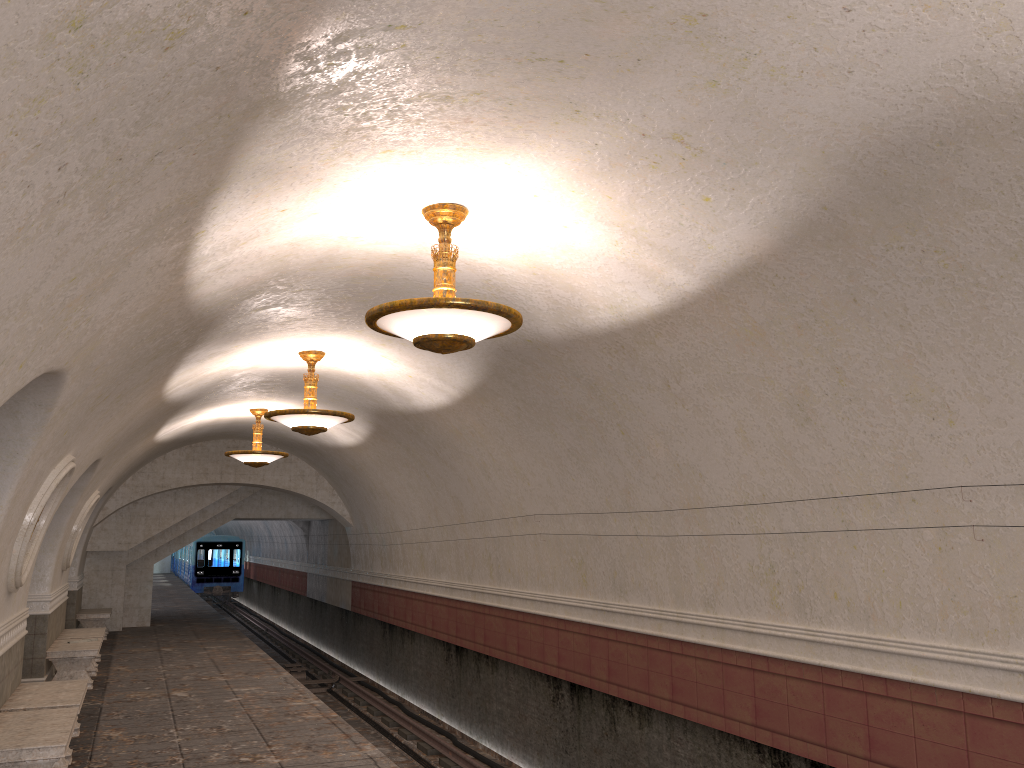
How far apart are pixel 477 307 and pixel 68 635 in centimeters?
1109cm

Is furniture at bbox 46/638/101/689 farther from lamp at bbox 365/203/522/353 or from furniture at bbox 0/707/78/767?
lamp at bbox 365/203/522/353

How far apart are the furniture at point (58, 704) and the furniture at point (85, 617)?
9.3 meters

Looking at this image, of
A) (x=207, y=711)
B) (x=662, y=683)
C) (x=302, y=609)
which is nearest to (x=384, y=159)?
(x=662, y=683)

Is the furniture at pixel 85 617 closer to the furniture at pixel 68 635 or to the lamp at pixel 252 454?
the furniture at pixel 68 635

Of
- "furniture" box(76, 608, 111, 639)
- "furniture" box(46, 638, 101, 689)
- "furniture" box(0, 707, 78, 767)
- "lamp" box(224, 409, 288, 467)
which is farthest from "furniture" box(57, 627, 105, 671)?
"furniture" box(0, 707, 78, 767)

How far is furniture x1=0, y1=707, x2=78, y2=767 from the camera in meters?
6.0 m

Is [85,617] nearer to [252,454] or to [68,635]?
[68,635]

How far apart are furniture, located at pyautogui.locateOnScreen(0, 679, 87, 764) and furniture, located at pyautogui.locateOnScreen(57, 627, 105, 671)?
4.96m

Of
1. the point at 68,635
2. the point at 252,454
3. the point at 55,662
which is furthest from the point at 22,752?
the point at 252,454
